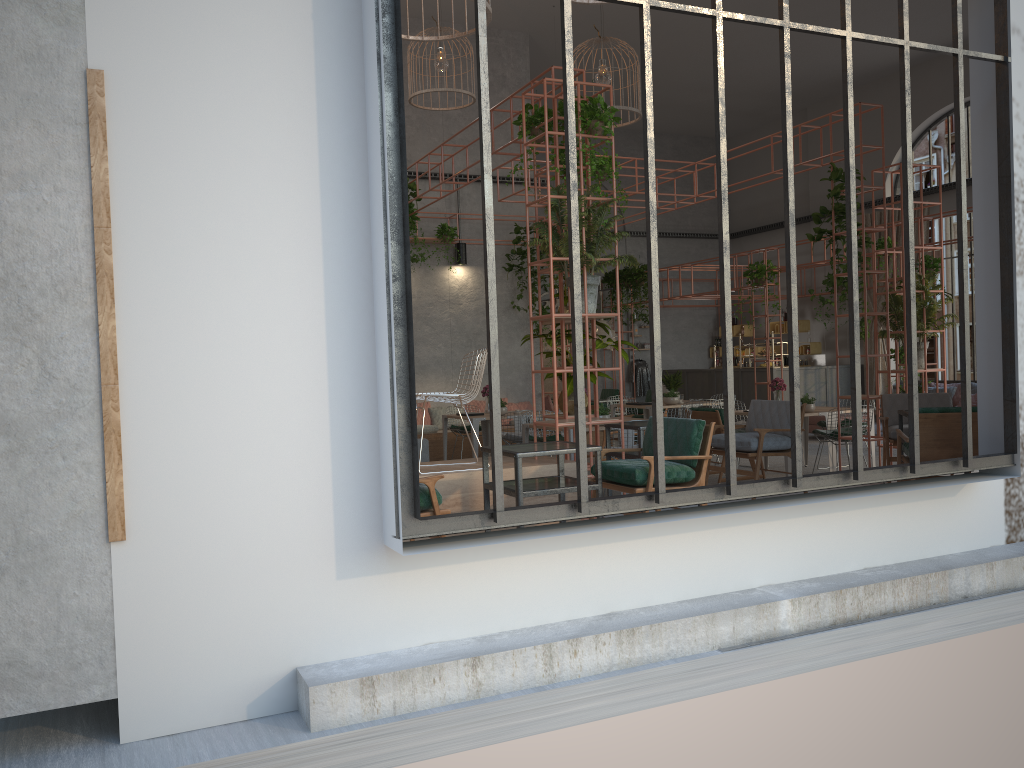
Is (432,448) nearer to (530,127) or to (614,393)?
(614,393)

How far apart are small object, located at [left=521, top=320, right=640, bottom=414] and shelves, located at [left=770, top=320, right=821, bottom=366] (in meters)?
13.76

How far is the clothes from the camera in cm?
2220

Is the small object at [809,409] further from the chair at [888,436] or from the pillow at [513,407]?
the pillow at [513,407]

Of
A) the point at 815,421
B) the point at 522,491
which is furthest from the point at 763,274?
the point at 522,491

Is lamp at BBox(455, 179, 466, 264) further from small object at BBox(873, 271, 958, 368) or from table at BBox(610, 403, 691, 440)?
small object at BBox(873, 271, 958, 368)

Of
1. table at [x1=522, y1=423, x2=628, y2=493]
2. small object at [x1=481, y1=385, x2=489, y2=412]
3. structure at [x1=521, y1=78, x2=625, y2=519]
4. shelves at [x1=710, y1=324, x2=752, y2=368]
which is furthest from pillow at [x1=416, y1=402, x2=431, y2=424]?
Result: shelves at [x1=710, y1=324, x2=752, y2=368]

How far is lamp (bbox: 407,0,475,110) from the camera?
11.5 meters

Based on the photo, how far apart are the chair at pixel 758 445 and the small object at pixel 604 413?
1.6m

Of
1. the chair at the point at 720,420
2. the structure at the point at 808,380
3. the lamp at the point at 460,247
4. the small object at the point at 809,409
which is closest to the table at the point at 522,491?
the chair at the point at 720,420
